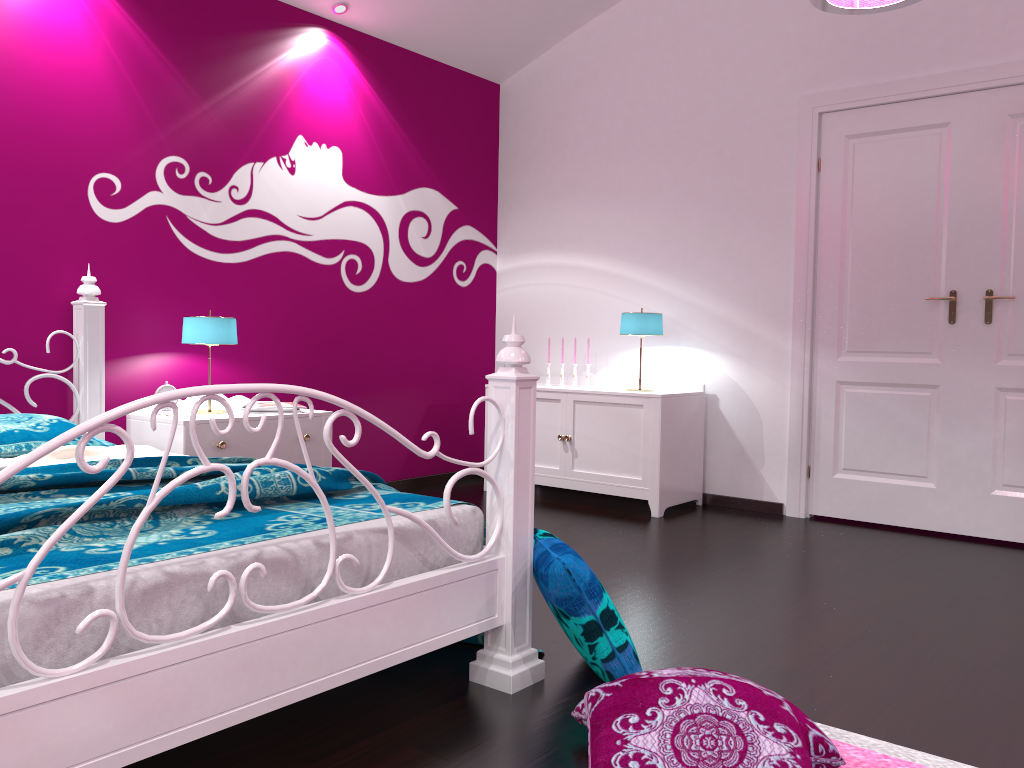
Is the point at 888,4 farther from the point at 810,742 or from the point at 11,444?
the point at 11,444

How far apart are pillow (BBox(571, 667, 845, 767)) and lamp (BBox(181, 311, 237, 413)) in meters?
2.4

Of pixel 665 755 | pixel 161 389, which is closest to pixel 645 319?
pixel 161 389

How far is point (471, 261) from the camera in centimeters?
551cm

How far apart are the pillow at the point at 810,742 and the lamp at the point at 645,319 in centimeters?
279cm

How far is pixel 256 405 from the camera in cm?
392

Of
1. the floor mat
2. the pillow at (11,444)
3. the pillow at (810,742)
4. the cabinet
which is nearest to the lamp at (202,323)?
the pillow at (11,444)

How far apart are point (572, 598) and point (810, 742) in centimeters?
60cm

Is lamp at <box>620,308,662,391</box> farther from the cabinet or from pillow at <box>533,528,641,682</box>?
pillow at <box>533,528,641,682</box>

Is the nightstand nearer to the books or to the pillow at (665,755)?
the books
